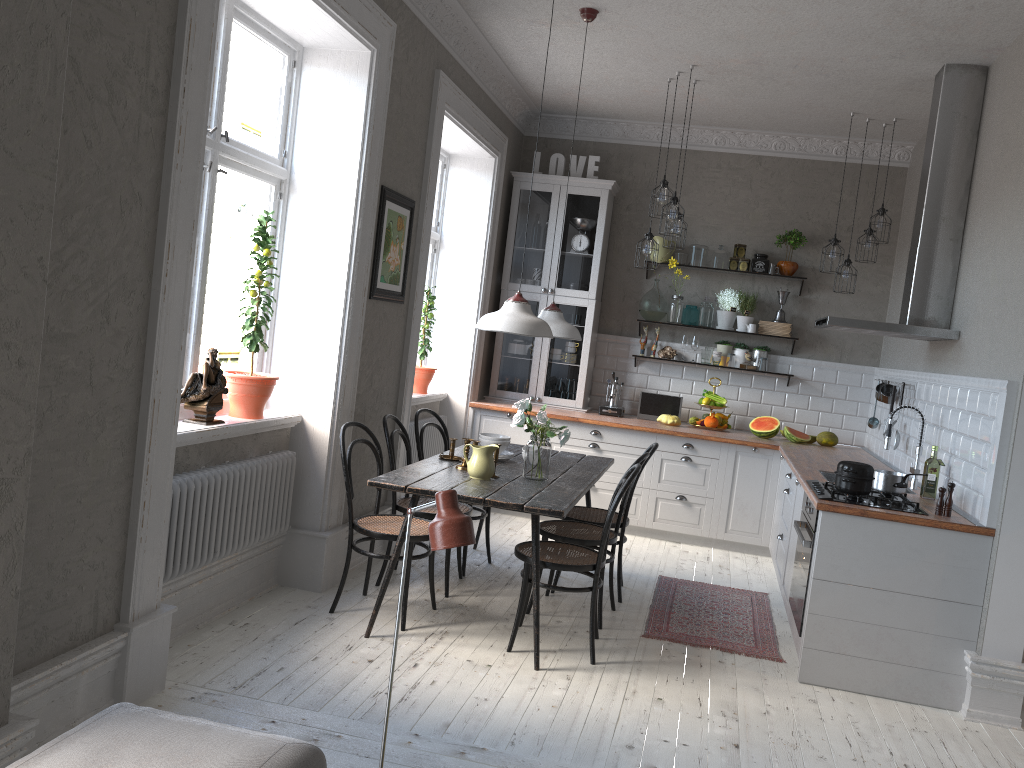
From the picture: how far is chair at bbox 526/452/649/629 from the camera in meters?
4.5 m

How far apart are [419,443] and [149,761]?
3.4m

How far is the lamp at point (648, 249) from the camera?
6.0m

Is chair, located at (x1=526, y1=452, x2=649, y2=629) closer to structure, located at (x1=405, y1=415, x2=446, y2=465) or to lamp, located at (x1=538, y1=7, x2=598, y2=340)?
lamp, located at (x1=538, y1=7, x2=598, y2=340)

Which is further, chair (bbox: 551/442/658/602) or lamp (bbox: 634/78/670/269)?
lamp (bbox: 634/78/670/269)

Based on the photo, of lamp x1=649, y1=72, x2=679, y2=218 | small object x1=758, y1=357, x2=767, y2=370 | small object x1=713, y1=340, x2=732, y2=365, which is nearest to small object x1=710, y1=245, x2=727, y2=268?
small object x1=713, y1=340, x2=732, y2=365

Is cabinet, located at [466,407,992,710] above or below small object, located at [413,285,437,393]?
below

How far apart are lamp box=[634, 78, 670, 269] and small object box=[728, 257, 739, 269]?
1.38m

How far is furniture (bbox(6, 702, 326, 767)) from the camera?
1.9 meters

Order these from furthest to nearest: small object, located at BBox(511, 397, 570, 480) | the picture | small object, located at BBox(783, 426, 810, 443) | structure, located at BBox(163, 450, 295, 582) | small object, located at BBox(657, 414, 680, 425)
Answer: small object, located at BBox(657, 414, 680, 425), small object, located at BBox(783, 426, 810, 443), the picture, small object, located at BBox(511, 397, 570, 480), structure, located at BBox(163, 450, 295, 582)
